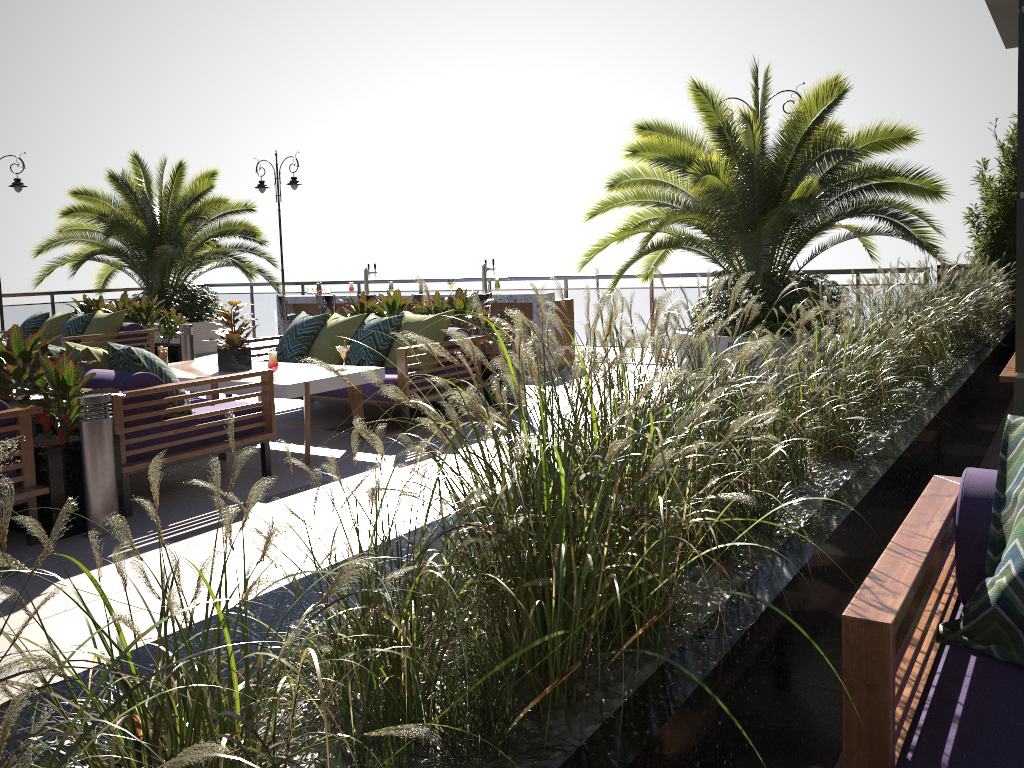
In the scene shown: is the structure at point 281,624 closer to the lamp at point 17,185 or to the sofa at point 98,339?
the sofa at point 98,339

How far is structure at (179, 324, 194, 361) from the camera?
10.0 meters

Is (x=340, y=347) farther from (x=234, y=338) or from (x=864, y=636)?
(x=864, y=636)

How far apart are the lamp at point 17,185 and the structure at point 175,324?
3.9 meters

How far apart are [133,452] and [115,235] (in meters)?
9.45

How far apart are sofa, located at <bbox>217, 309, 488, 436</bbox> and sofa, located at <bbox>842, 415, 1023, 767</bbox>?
4.6 meters

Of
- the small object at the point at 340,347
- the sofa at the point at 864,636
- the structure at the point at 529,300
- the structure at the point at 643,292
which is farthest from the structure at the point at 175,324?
the sofa at the point at 864,636

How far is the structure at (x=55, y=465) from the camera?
4.36m

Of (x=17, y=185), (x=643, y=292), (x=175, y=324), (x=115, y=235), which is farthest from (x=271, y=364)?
(x=17, y=185)

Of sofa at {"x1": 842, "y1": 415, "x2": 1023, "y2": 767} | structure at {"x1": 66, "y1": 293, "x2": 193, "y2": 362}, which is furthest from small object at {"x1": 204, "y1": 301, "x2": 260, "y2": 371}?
sofa at {"x1": 842, "y1": 415, "x2": 1023, "y2": 767}
